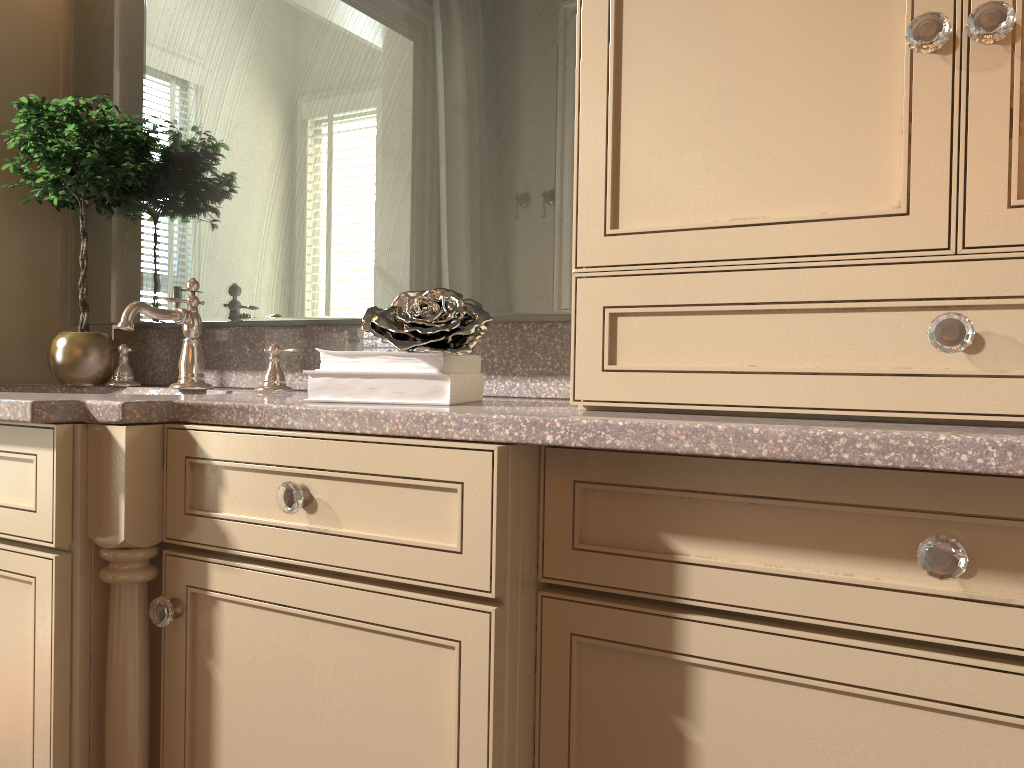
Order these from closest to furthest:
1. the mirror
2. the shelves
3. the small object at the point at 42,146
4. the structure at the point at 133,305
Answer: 1. the mirror
2. the structure at the point at 133,305
3. the small object at the point at 42,146
4. the shelves

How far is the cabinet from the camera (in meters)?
0.80

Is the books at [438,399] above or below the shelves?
below

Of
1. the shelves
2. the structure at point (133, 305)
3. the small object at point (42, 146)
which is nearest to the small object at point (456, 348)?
the structure at point (133, 305)

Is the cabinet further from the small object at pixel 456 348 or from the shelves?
the shelves

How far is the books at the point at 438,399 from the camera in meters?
1.1 m

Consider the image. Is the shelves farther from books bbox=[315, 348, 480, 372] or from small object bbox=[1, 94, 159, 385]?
books bbox=[315, 348, 480, 372]

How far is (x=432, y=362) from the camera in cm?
110

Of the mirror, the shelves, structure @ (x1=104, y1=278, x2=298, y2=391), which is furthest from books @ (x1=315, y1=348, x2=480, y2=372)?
the shelves

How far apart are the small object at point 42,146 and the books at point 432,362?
0.7m
